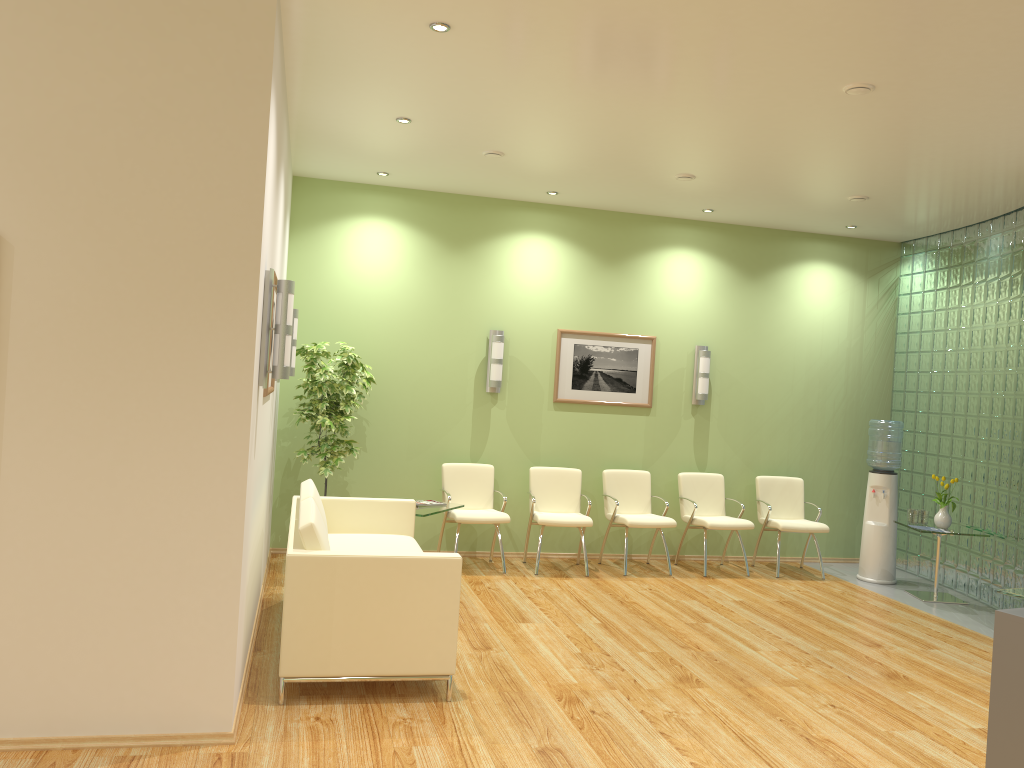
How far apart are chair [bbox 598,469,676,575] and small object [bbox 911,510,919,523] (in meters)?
2.12

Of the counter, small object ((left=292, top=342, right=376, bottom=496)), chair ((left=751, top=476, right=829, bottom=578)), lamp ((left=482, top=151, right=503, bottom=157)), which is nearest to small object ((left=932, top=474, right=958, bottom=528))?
chair ((left=751, top=476, right=829, bottom=578))

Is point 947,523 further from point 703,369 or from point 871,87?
point 871,87

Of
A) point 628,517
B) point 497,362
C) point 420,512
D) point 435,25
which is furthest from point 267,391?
point 628,517

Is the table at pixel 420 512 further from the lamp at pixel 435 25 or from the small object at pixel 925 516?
the small object at pixel 925 516

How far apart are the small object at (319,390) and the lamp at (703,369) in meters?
3.2

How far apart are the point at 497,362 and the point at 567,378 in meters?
0.7 m

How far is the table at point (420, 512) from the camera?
6.7m

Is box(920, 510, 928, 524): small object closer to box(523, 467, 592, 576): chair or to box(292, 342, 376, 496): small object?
box(523, 467, 592, 576): chair

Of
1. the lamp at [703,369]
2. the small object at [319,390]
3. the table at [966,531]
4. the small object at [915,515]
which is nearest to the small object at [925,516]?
the small object at [915,515]
